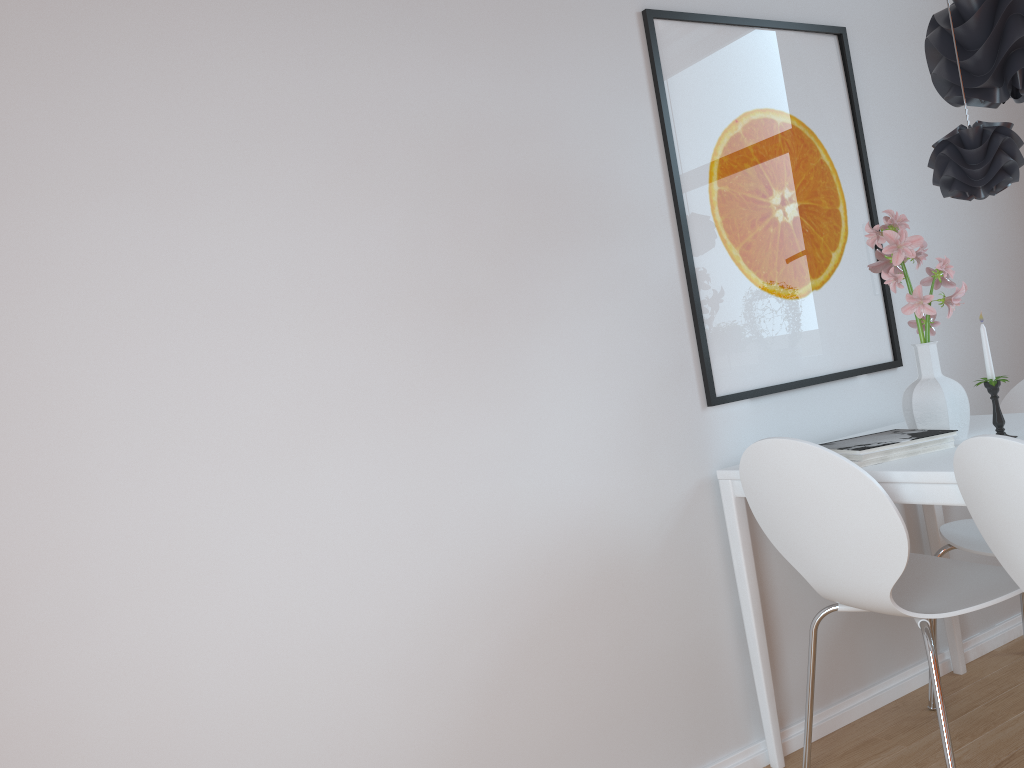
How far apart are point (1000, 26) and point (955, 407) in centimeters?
85cm

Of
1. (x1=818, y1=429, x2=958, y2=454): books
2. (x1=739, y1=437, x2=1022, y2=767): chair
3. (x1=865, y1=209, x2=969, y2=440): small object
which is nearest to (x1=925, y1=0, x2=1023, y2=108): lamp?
(x1=865, y1=209, x2=969, y2=440): small object

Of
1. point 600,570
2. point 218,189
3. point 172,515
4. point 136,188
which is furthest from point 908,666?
point 136,188

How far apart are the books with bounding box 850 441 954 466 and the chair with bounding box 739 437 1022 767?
0.2m

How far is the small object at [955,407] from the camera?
2.1 meters

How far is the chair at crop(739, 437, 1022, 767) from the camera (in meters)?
1.82

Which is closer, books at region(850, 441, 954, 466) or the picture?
books at region(850, 441, 954, 466)

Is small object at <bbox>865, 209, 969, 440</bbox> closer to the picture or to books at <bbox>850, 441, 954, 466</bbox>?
books at <bbox>850, 441, 954, 466</bbox>

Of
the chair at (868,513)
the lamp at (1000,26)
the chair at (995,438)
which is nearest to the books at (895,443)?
the chair at (868,513)

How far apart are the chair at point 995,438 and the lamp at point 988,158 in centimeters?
59cm
